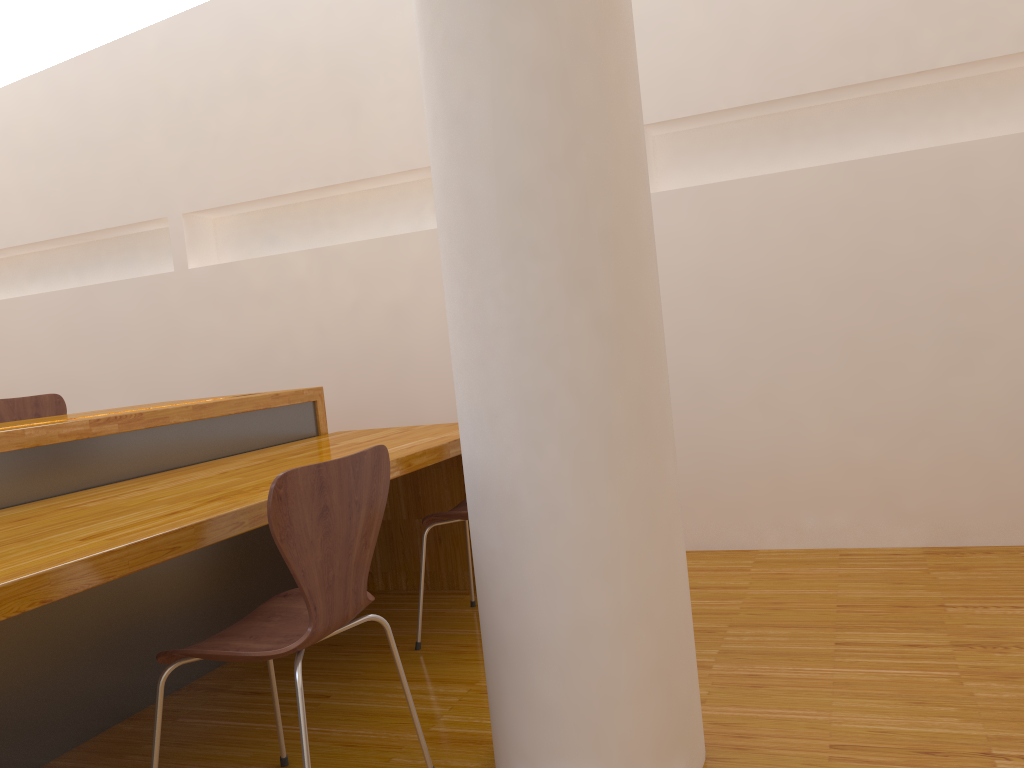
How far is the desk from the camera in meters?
1.5 m

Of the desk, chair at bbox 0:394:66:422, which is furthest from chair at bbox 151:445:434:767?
chair at bbox 0:394:66:422

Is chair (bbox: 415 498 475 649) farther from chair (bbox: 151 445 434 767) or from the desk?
chair (bbox: 151 445 434 767)

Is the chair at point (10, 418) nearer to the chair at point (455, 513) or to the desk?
the desk

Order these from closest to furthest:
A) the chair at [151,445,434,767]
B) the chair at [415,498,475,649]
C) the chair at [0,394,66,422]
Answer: the chair at [151,445,434,767] < the chair at [415,498,475,649] < the chair at [0,394,66,422]

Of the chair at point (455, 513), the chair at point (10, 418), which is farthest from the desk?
the chair at point (10, 418)

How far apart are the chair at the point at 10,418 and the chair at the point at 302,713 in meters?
2.1 m

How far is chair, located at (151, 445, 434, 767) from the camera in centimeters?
146cm

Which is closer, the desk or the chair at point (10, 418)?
the desk

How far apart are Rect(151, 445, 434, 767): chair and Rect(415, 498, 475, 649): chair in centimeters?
75cm
